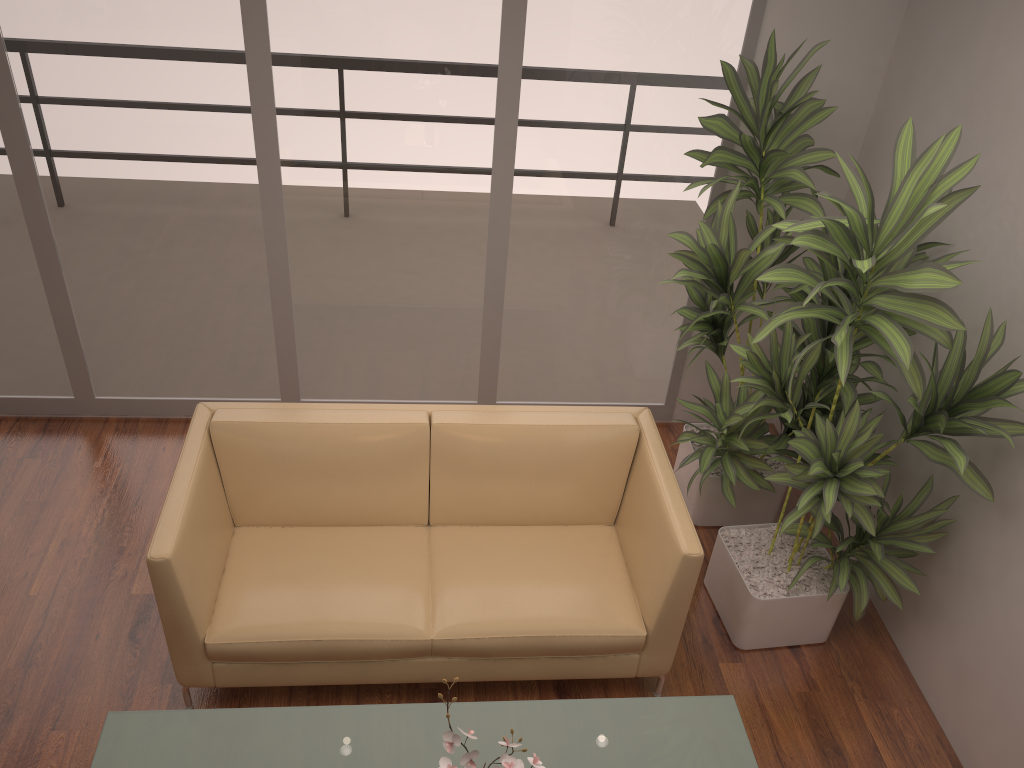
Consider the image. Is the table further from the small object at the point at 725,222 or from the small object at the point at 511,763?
the small object at the point at 725,222

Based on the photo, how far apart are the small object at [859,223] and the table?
0.69m

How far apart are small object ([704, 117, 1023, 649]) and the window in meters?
0.9

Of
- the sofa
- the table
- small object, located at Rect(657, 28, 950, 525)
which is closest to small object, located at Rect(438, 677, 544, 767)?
the table

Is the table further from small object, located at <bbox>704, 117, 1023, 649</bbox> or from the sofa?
small object, located at <bbox>704, 117, 1023, 649</bbox>

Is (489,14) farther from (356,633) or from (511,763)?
(511,763)

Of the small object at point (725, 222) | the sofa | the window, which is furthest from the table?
the window

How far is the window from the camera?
3.66m

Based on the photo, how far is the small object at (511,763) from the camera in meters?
1.9 m

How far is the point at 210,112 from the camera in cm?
376
